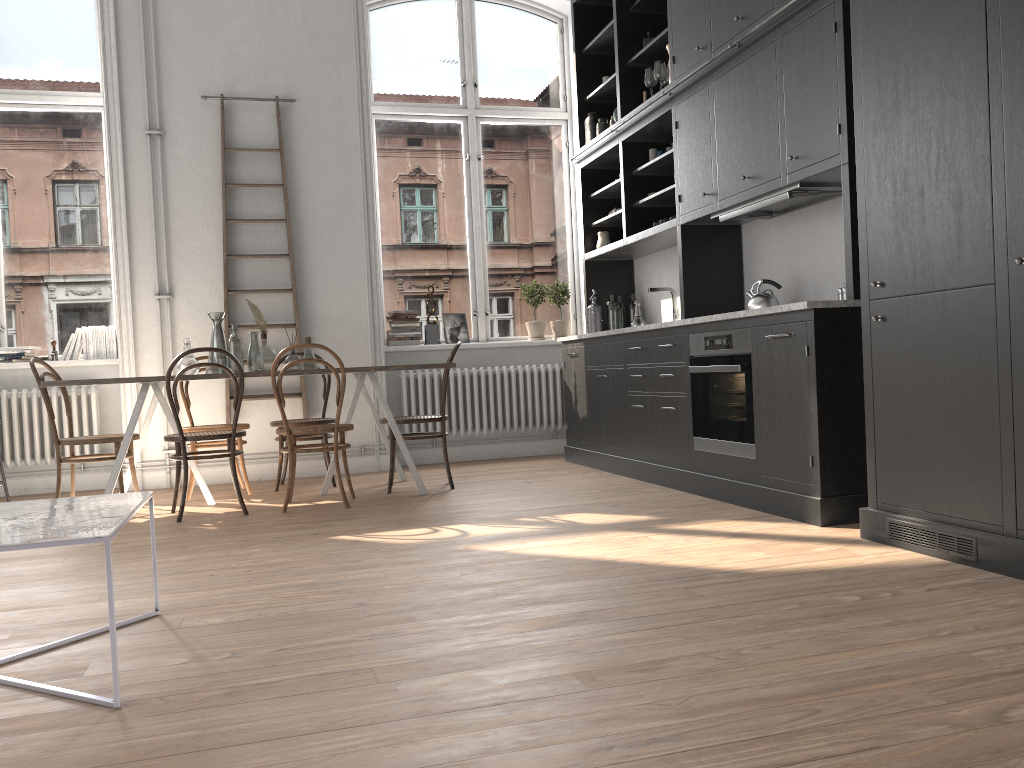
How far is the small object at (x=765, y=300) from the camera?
4.69m

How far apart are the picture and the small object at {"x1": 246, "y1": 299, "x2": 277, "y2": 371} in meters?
2.1

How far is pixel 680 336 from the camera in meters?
4.9 m

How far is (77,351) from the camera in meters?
6.4

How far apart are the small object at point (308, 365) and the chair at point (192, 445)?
0.60m

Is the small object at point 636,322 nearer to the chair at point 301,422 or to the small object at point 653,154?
the small object at point 653,154

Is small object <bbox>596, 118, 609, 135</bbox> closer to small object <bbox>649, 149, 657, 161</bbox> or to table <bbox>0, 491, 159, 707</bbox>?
small object <bbox>649, 149, 657, 161</bbox>

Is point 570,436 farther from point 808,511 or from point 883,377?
point 883,377

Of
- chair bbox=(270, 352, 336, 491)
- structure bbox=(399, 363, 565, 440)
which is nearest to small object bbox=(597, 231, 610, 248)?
structure bbox=(399, 363, 565, 440)

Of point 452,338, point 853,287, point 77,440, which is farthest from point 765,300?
point 77,440
